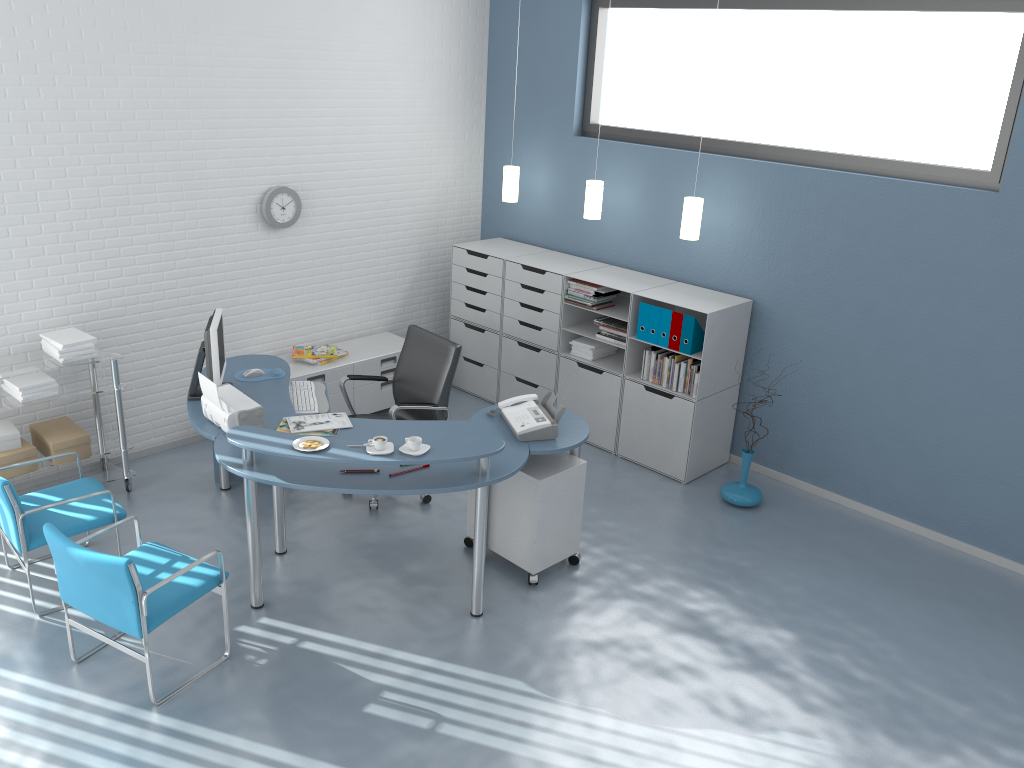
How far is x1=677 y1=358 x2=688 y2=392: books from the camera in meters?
5.6

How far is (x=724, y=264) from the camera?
5.80m

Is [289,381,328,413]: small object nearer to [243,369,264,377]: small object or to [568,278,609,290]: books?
[243,369,264,377]: small object

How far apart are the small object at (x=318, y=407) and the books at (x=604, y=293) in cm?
199

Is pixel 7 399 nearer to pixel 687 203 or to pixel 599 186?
pixel 599 186

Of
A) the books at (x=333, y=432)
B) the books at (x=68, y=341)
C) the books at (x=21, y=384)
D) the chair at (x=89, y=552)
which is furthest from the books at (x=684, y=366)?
the books at (x=21, y=384)

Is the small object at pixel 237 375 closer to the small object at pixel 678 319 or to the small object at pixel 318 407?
the small object at pixel 318 407

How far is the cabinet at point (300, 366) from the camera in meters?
6.0 m

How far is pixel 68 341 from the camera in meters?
4.8 m

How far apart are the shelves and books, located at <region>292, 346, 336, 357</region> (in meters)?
1.27
